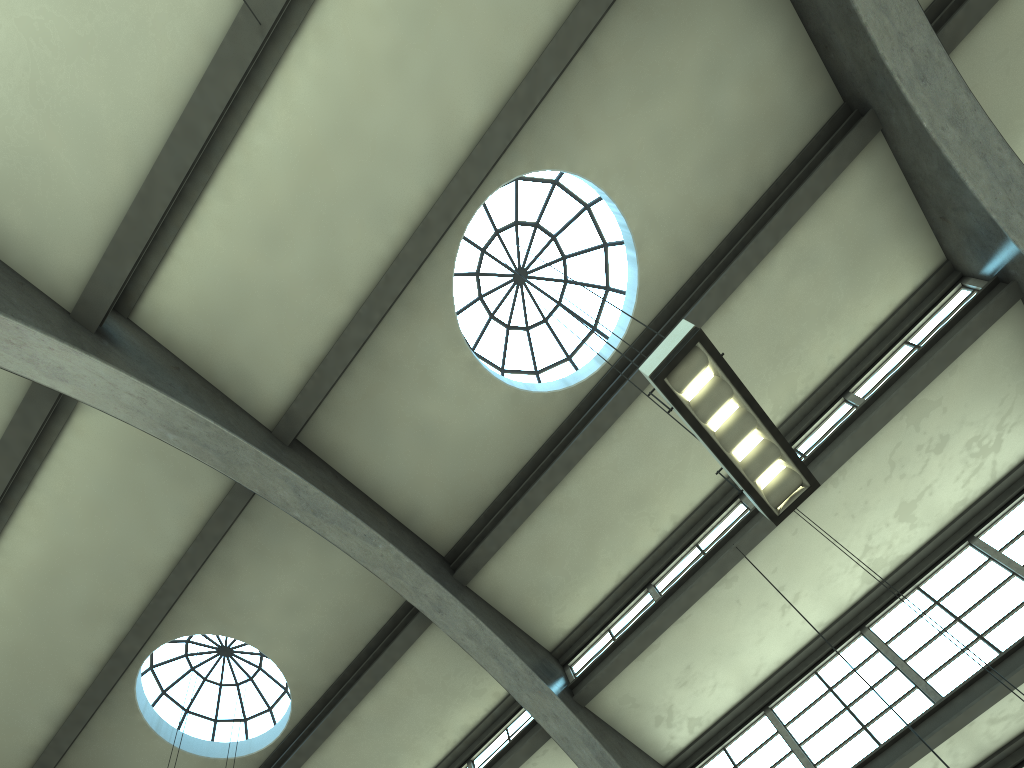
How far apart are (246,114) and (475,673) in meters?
8.2 m

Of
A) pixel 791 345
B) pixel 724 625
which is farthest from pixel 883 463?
pixel 724 625

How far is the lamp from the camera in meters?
5.7 m

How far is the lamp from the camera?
5.7 meters
